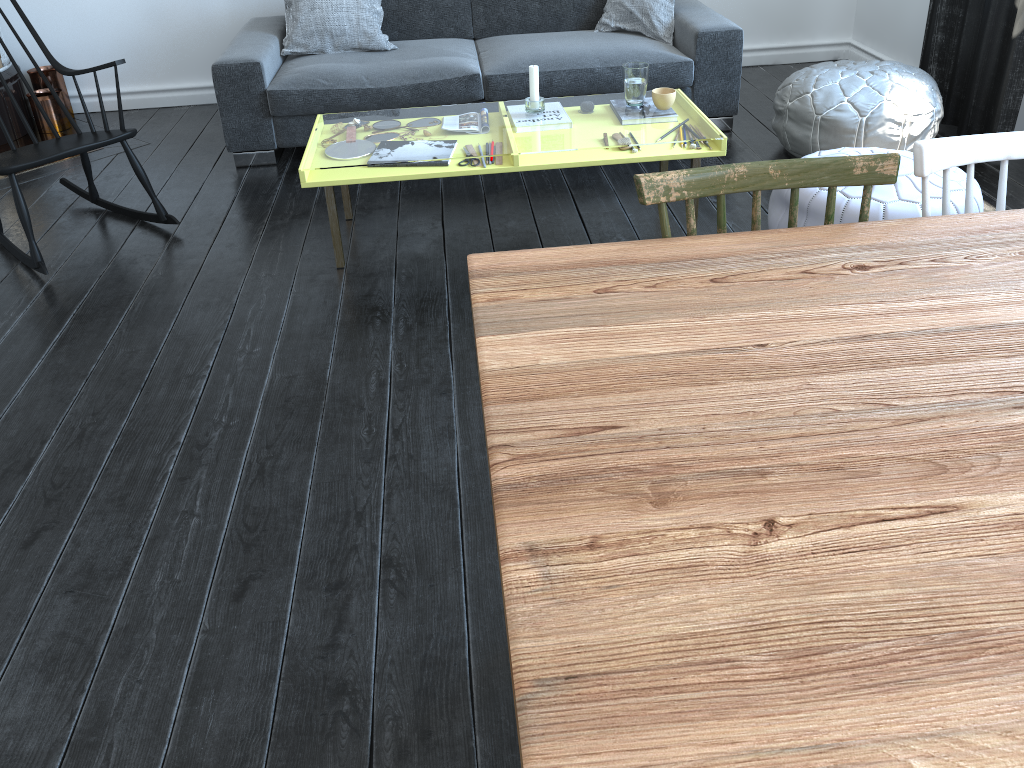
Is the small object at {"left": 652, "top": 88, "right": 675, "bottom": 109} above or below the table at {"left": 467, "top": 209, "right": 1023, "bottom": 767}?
below

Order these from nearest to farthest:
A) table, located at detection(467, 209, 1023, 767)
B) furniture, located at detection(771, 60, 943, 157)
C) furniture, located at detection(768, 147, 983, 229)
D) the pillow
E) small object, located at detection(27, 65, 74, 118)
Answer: table, located at detection(467, 209, 1023, 767) → furniture, located at detection(768, 147, 983, 229) → furniture, located at detection(771, 60, 943, 157) → the pillow → small object, located at detection(27, 65, 74, 118)

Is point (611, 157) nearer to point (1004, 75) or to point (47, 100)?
point (1004, 75)

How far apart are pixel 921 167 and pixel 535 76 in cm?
185

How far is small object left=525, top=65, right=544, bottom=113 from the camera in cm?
308

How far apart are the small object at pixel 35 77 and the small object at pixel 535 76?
2.90m

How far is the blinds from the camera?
3.5m

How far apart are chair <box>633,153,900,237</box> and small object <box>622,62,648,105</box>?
1.7m

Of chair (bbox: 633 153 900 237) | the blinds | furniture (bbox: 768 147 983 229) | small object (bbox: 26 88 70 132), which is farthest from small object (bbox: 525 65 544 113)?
small object (bbox: 26 88 70 132)

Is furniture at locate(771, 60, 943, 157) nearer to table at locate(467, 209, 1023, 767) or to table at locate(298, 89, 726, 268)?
table at locate(298, 89, 726, 268)
